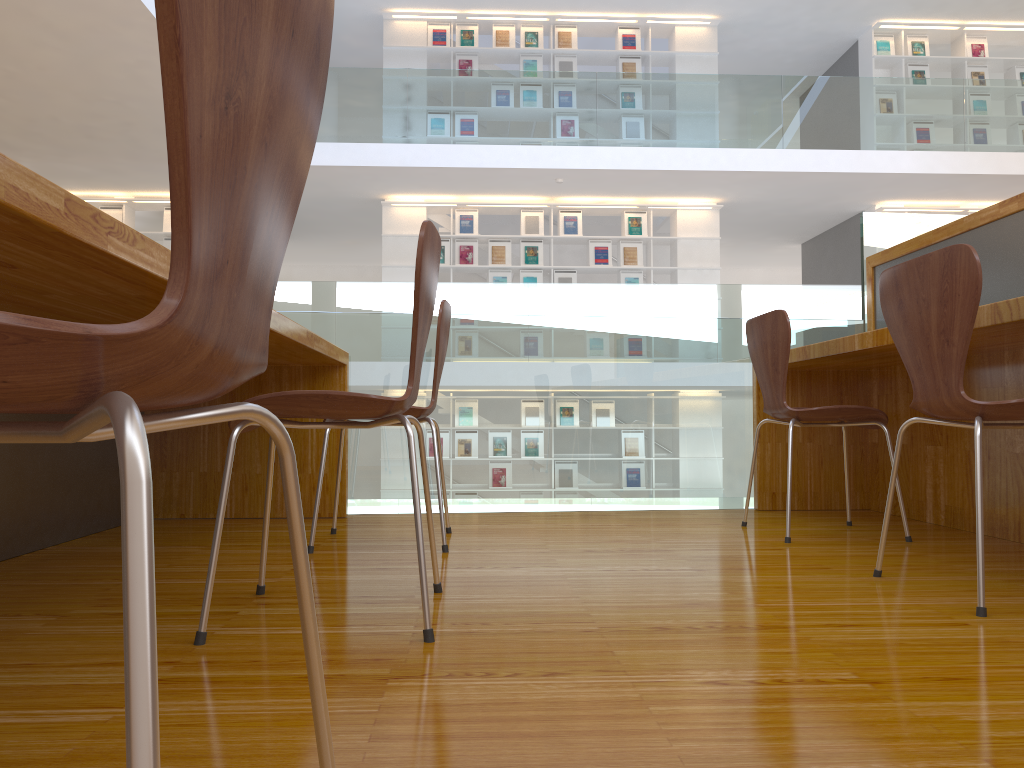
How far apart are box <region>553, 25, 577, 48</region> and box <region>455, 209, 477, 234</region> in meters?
2.2

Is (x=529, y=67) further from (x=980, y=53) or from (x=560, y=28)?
(x=980, y=53)

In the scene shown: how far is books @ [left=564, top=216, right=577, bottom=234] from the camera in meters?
9.6

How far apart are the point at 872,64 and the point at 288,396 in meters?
10.1 m

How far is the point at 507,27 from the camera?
9.69m

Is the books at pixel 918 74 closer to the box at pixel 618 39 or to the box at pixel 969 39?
the box at pixel 969 39

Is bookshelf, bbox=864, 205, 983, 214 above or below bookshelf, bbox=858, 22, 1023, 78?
below

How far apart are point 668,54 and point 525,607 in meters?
9.2 m

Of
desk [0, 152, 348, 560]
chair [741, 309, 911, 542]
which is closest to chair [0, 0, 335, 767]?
desk [0, 152, 348, 560]

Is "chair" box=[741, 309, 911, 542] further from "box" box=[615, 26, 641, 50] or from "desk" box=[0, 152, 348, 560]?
"box" box=[615, 26, 641, 50]
